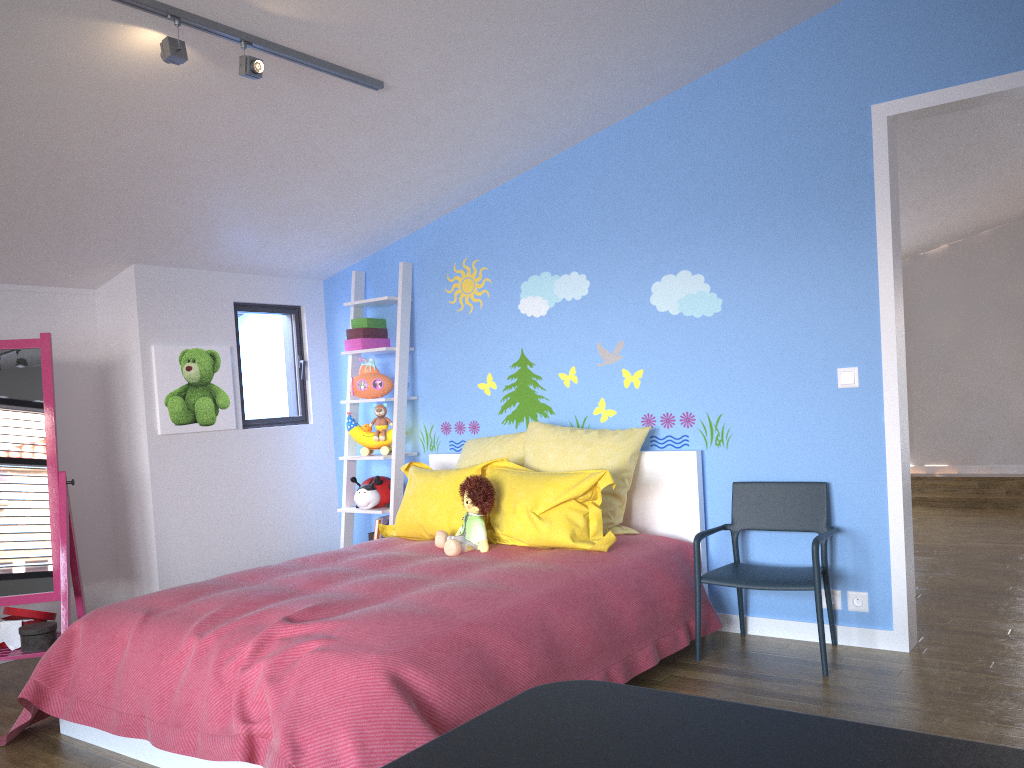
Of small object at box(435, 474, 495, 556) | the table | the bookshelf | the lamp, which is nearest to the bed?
small object at box(435, 474, 495, 556)

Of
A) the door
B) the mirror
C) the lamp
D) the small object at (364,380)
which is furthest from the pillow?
the lamp

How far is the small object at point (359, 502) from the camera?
4.64m

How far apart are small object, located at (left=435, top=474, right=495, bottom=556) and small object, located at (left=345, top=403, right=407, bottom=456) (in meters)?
1.10

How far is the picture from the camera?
4.4m

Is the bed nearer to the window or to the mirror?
the mirror

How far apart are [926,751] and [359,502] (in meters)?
4.03

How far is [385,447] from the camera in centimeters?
474cm

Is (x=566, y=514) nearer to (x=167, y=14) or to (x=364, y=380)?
(x=364, y=380)

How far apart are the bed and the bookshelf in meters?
0.2
